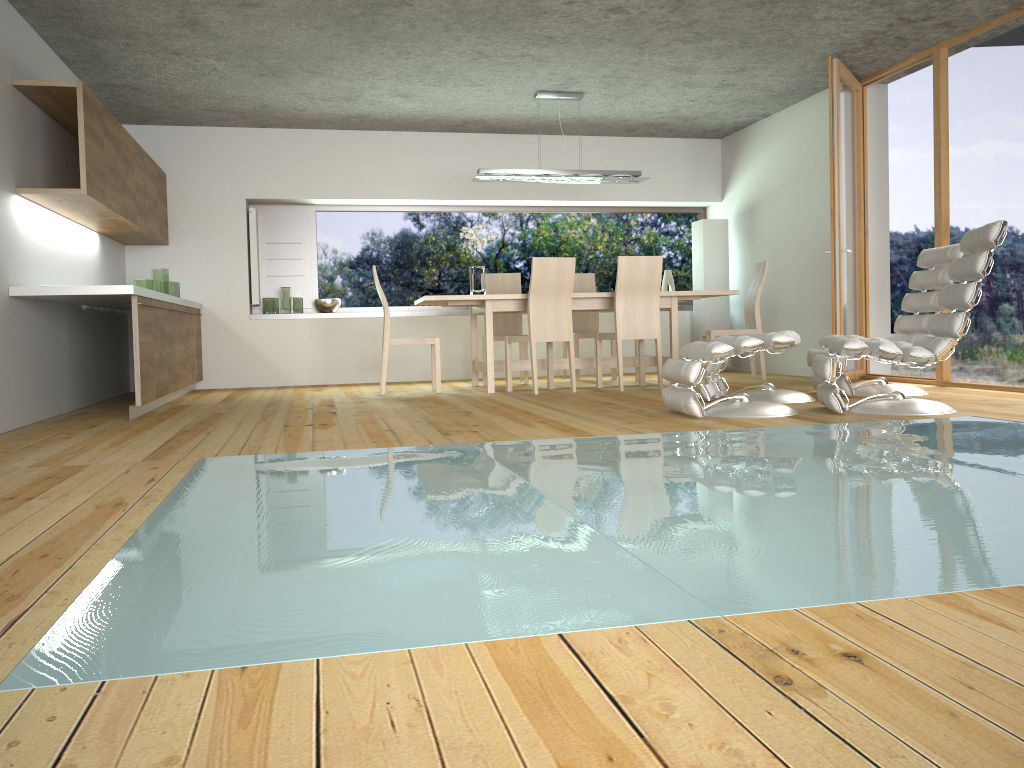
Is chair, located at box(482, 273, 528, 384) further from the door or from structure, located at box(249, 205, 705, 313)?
the door

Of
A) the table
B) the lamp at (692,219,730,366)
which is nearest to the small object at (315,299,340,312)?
the table

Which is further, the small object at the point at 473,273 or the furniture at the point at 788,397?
the small object at the point at 473,273

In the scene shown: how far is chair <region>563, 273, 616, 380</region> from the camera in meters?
8.5 m

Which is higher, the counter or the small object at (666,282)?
the small object at (666,282)

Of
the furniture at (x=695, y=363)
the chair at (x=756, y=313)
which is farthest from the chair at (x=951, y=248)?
the chair at (x=756, y=313)

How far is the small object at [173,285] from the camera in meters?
7.4 m

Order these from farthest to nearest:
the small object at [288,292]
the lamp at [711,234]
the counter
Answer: the lamp at [711,234] → the small object at [288,292] → the counter

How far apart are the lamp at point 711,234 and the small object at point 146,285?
5.2 meters

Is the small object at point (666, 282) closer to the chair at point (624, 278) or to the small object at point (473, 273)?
the chair at point (624, 278)
